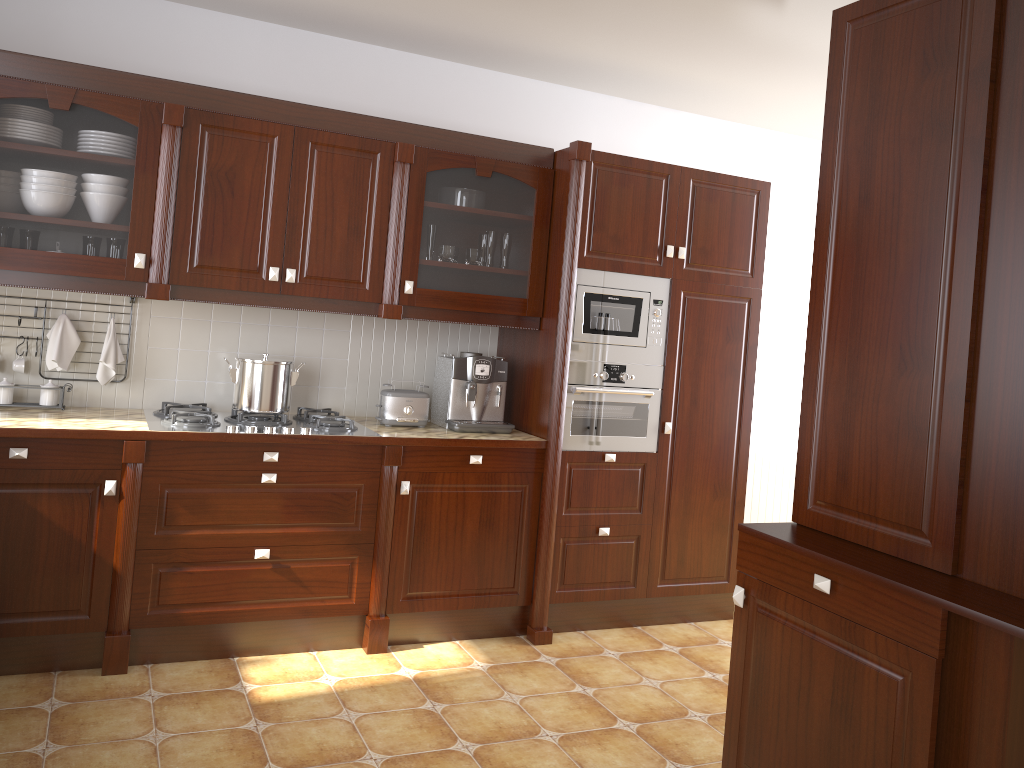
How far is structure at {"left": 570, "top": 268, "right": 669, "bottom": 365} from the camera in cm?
369

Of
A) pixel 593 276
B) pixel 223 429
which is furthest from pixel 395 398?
pixel 593 276

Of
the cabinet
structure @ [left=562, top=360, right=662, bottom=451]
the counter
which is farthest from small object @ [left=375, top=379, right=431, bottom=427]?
structure @ [left=562, top=360, right=662, bottom=451]

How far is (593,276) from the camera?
3.7 meters

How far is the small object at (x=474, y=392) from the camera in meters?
3.7

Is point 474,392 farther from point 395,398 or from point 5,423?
point 5,423

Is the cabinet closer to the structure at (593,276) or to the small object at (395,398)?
the structure at (593,276)

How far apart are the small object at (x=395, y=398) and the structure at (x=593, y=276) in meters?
0.6

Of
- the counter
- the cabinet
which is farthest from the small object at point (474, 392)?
the cabinet

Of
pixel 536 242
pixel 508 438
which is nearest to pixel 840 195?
pixel 536 242
